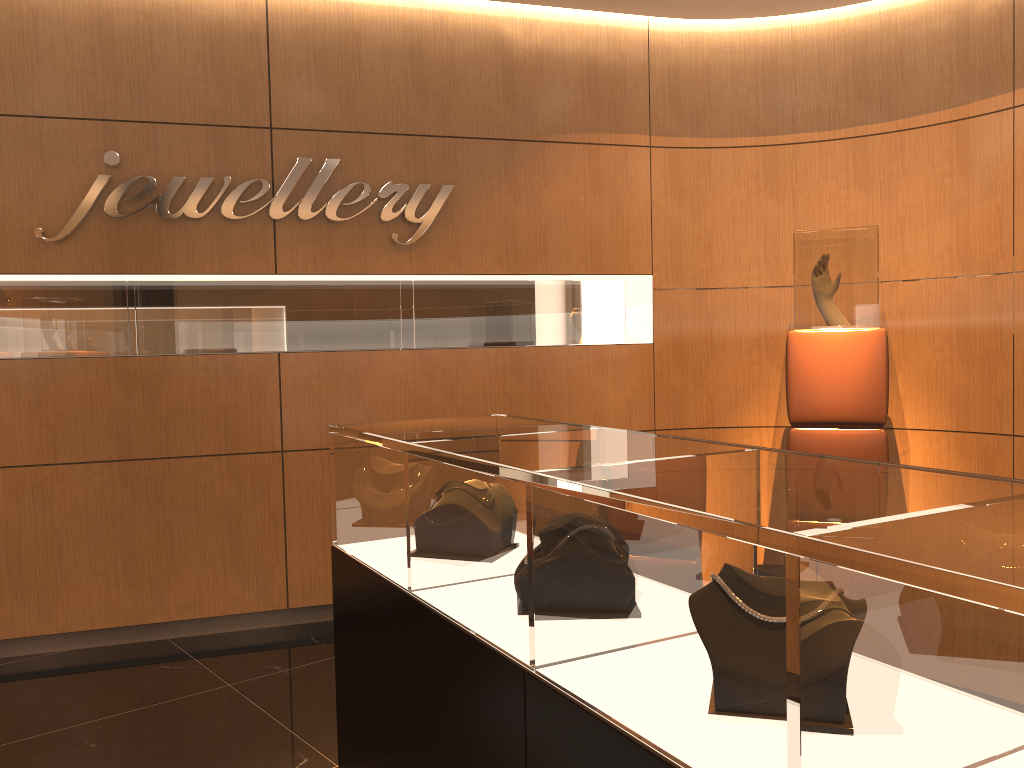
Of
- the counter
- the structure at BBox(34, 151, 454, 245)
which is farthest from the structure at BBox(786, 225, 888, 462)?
the counter

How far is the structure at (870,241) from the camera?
4.34m

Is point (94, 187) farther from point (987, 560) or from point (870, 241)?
point (987, 560)

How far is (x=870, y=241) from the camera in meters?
4.3 m

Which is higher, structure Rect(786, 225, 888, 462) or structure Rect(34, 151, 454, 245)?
structure Rect(34, 151, 454, 245)

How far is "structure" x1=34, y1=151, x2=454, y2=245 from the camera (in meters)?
4.26

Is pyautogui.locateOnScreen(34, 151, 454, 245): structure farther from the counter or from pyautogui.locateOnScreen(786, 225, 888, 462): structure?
the counter

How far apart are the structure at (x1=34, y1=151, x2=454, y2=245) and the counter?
2.1m

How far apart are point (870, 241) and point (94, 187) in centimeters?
377cm

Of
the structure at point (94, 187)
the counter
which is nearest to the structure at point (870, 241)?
the structure at point (94, 187)
